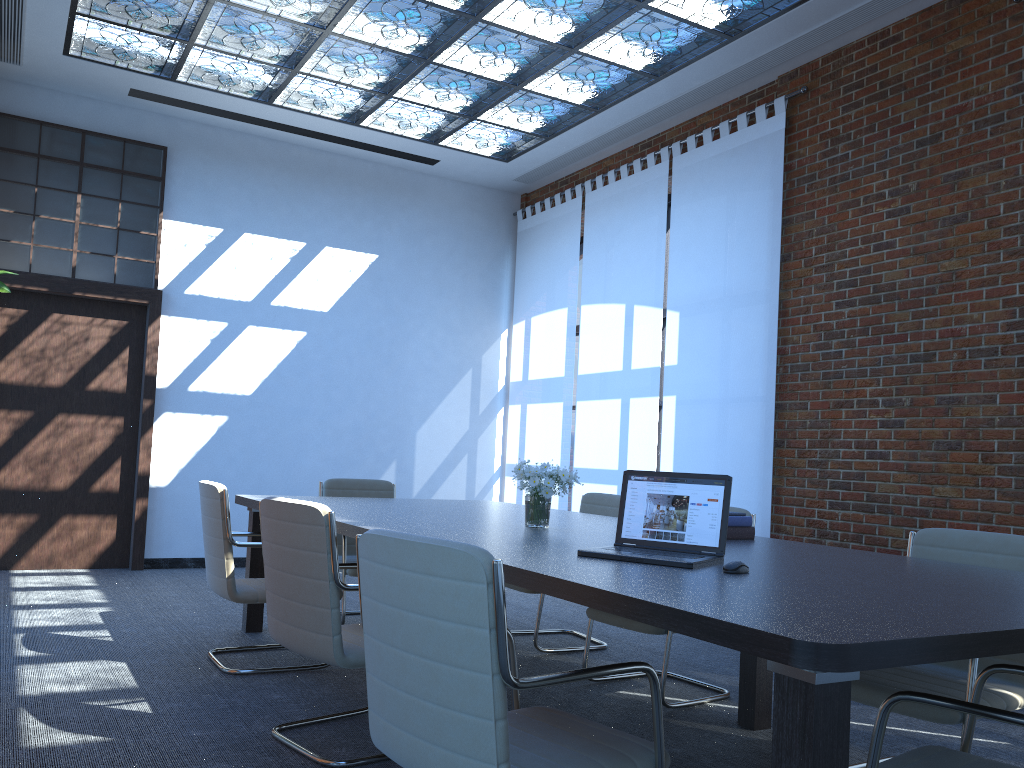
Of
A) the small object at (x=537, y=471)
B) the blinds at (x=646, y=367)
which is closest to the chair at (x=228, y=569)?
the small object at (x=537, y=471)

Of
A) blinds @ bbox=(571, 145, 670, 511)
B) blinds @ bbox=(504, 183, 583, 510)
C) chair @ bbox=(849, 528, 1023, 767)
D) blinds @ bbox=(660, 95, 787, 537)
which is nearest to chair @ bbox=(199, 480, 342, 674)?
chair @ bbox=(849, 528, 1023, 767)

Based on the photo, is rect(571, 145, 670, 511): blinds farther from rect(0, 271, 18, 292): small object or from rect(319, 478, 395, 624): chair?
rect(0, 271, 18, 292): small object

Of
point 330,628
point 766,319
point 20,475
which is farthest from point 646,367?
point 20,475

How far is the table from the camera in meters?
1.6 m

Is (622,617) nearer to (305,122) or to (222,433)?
(222,433)

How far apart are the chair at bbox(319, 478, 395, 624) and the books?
2.5m

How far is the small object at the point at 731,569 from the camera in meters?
2.5 m

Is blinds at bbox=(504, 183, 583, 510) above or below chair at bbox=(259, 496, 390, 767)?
above

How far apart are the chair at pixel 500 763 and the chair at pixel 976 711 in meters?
0.5
